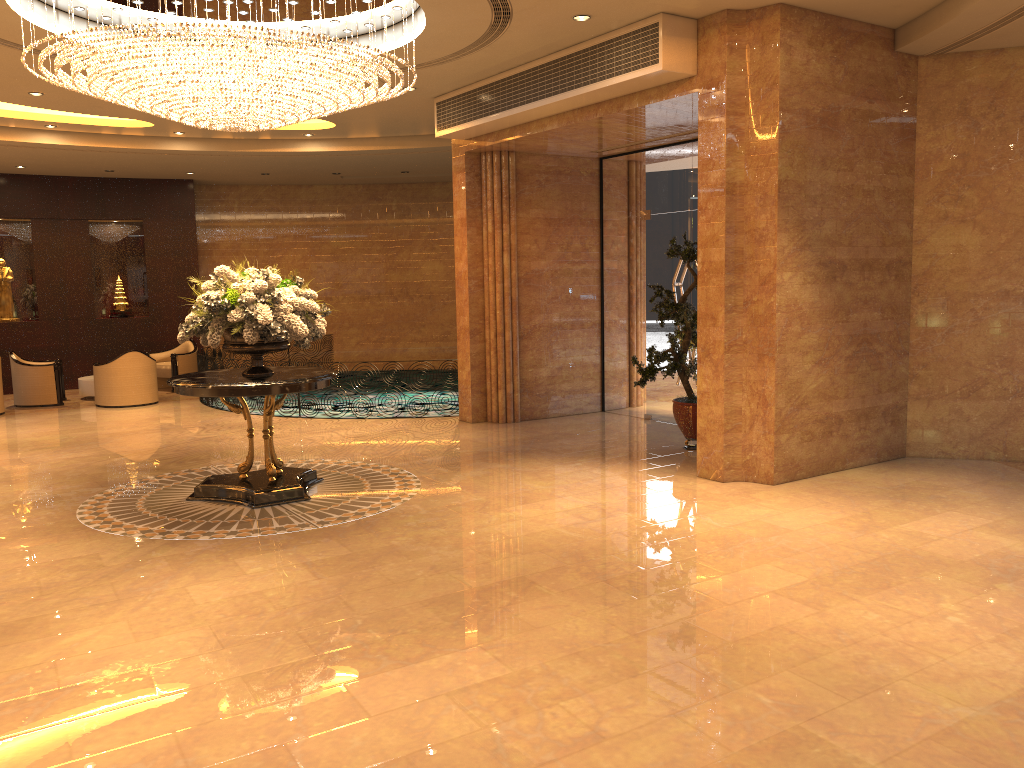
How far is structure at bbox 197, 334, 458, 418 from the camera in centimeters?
1383cm

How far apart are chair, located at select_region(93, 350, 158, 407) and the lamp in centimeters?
648cm

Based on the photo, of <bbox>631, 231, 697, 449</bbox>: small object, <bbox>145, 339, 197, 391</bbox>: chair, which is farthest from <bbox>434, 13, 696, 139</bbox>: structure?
<bbox>145, 339, 197, 391</bbox>: chair

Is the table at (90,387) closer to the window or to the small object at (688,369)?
the window

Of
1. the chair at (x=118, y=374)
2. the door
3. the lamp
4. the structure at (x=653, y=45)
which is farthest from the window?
the chair at (x=118, y=374)

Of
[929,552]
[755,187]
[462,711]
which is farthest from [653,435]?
[462,711]

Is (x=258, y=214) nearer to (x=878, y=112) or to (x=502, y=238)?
(x=502, y=238)

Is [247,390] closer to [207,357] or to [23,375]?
[207,357]

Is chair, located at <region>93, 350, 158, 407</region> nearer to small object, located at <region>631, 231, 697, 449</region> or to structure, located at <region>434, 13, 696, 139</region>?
structure, located at <region>434, 13, 696, 139</region>

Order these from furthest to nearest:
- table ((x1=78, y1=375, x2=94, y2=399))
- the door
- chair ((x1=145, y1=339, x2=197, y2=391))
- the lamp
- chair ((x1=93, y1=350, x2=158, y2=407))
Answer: chair ((x1=145, y1=339, x2=197, y2=391))
table ((x1=78, y1=375, x2=94, y2=399))
chair ((x1=93, y1=350, x2=158, y2=407))
the door
the lamp
